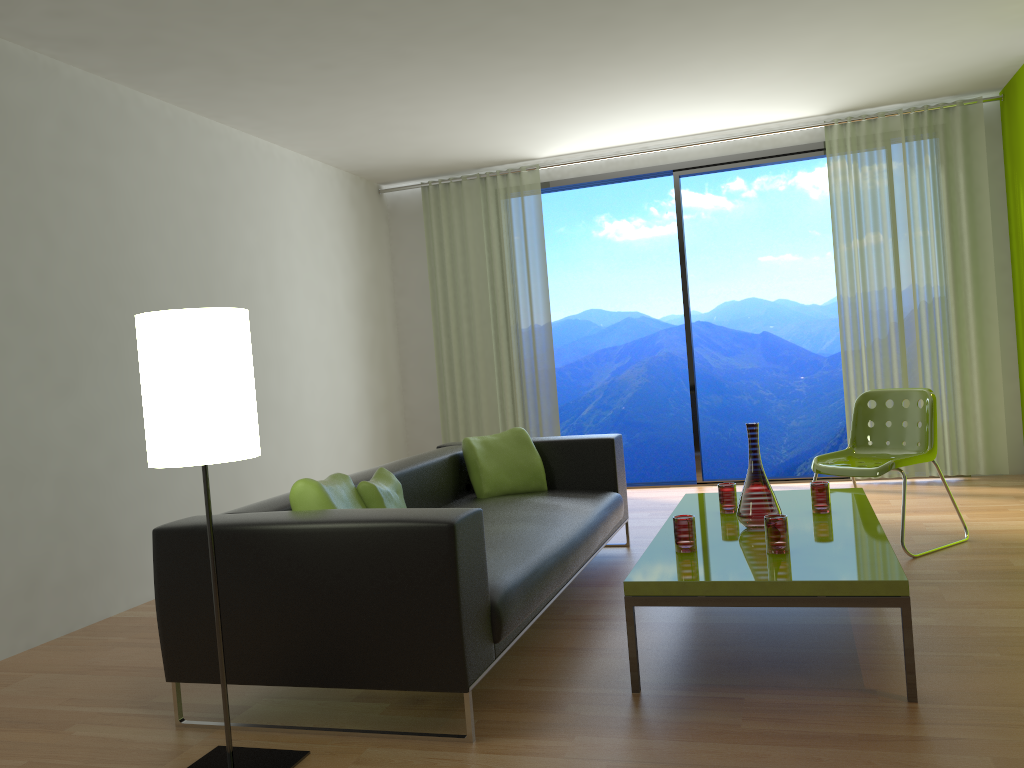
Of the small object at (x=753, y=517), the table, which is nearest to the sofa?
the table

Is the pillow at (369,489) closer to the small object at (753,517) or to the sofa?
the sofa

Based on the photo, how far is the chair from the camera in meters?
4.3

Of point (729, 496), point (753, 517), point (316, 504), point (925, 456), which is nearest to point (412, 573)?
point (316, 504)

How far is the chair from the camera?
4.30m

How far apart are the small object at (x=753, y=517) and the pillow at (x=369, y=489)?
1.31m

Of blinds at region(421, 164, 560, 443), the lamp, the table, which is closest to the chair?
the table

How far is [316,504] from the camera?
2.87m

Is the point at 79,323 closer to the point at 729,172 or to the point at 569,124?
the point at 569,124

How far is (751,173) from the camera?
12.5m
